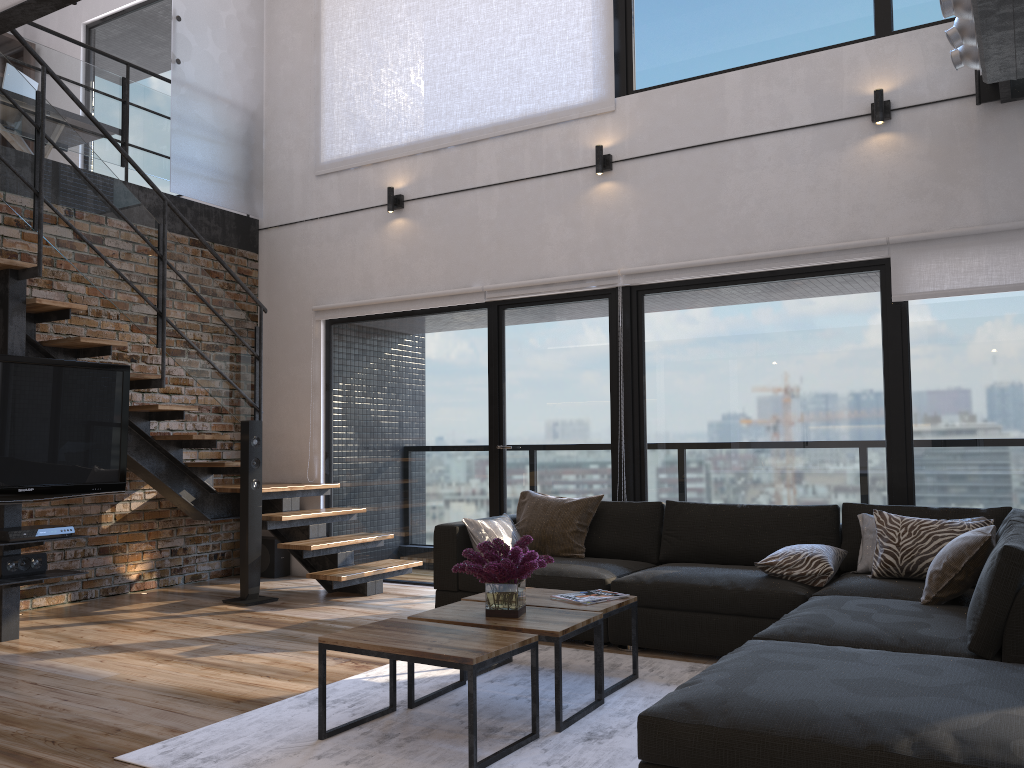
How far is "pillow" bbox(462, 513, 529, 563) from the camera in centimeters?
489cm

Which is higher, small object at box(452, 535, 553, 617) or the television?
the television

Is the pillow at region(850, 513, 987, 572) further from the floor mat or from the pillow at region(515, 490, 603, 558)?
the pillow at region(515, 490, 603, 558)

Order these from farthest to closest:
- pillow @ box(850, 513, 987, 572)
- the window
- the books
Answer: the window
pillow @ box(850, 513, 987, 572)
the books

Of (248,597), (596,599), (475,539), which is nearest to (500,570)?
(596,599)

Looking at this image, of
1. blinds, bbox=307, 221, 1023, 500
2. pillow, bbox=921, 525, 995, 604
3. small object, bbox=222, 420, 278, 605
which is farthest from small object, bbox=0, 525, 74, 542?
pillow, bbox=921, 525, 995, 604

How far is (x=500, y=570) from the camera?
3.3m

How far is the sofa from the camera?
2.0m

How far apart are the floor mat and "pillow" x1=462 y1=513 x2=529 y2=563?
0.74m

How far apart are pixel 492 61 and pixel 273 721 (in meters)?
4.79
